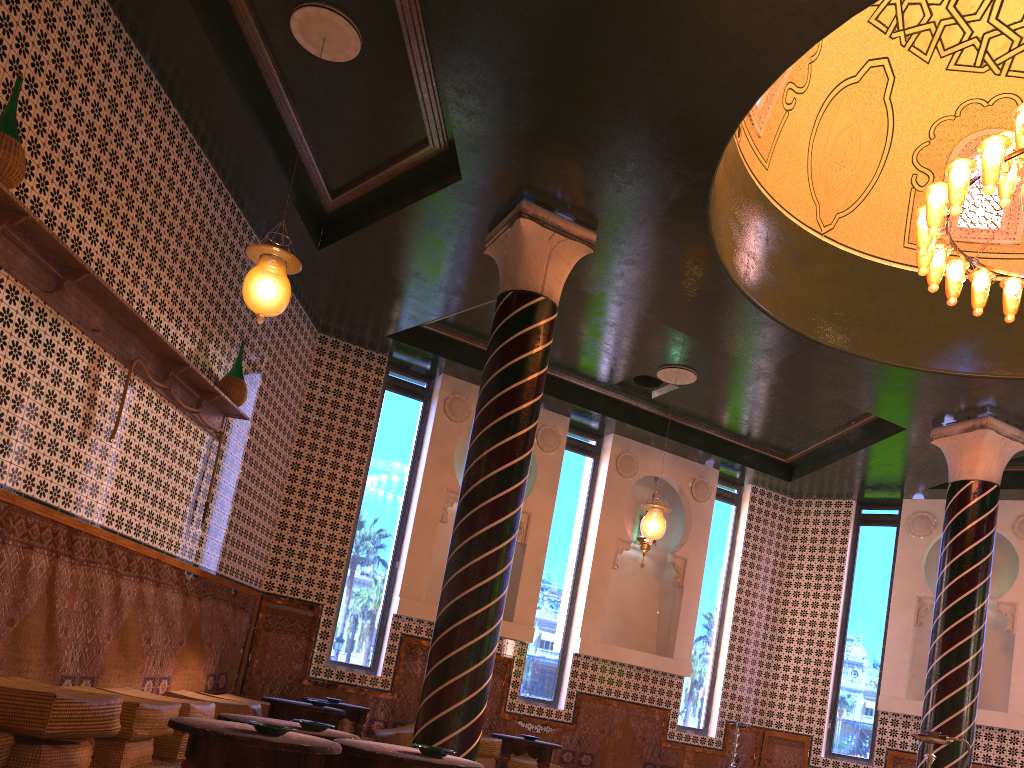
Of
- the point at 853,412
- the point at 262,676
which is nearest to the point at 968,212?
the point at 853,412

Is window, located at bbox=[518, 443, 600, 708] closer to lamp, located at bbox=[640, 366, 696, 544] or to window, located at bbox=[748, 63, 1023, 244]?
lamp, located at bbox=[640, 366, 696, 544]

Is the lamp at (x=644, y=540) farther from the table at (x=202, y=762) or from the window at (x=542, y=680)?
the table at (x=202, y=762)

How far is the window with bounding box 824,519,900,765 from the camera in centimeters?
1310cm

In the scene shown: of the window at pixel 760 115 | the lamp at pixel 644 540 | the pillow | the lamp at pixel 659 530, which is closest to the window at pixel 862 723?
the lamp at pixel 644 540

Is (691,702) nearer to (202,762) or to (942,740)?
(942,740)

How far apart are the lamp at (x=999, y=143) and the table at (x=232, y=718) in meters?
5.7

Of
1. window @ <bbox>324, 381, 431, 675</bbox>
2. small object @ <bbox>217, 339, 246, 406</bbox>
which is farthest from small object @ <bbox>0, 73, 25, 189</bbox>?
window @ <bbox>324, 381, 431, 675</bbox>

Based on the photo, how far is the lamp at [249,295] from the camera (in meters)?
6.22

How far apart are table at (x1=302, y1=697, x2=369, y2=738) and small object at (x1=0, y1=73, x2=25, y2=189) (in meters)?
6.57
